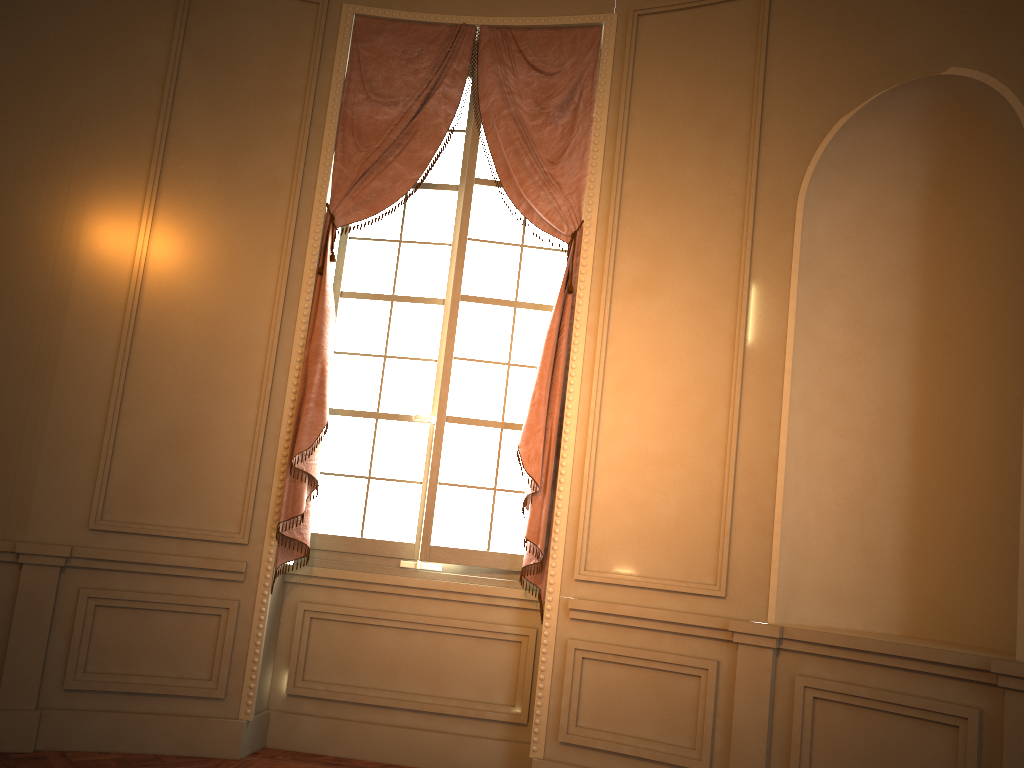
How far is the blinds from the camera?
4.15m

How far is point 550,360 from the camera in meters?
4.2

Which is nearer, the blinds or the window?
the blinds

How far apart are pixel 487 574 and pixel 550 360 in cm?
110

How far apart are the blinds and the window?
0.1m

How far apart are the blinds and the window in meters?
0.1

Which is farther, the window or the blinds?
the window

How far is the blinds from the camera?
4.2 meters
